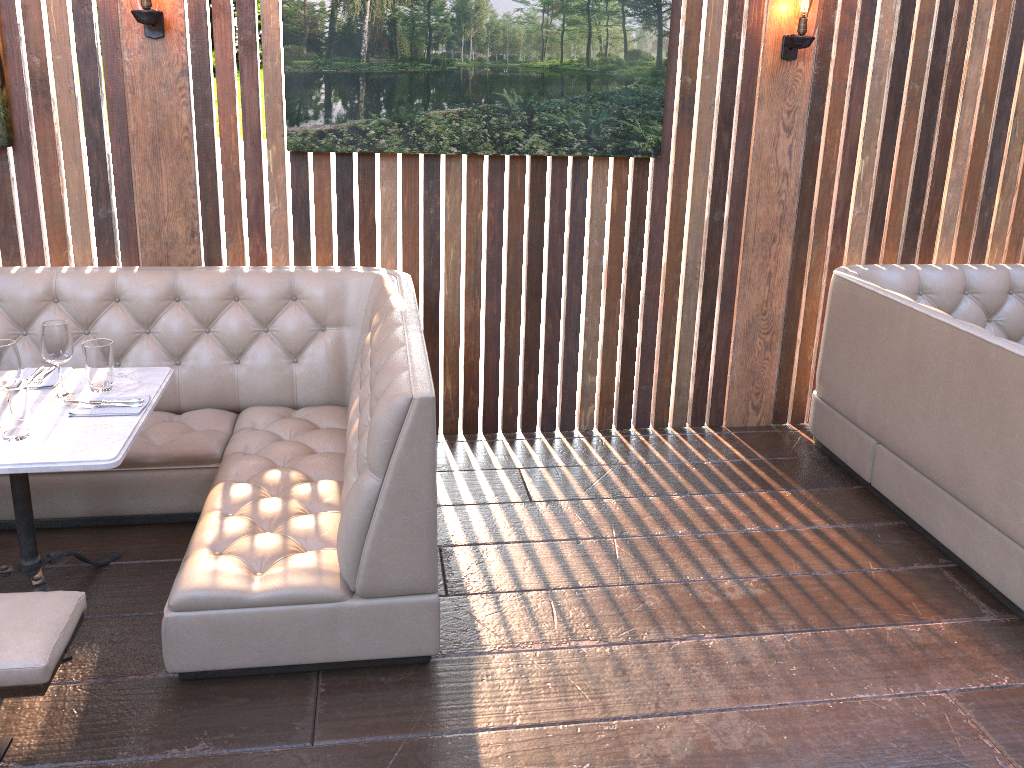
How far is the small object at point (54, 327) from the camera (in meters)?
2.68

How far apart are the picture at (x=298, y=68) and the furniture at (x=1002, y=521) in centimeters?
100cm

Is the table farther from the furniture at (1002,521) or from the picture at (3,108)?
the furniture at (1002,521)

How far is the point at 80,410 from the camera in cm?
267

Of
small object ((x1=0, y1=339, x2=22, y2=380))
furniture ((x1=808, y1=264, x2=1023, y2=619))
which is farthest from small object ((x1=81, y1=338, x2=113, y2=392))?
furniture ((x1=808, y1=264, x2=1023, y2=619))

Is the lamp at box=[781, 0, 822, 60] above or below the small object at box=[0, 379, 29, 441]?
above

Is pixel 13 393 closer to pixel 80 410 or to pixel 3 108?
pixel 80 410

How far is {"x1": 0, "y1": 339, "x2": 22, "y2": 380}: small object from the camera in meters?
2.5 m

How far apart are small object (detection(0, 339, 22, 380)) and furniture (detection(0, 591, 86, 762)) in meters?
0.6

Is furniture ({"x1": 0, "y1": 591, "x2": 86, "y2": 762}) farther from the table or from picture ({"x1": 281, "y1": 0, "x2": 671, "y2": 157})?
picture ({"x1": 281, "y1": 0, "x2": 671, "y2": 157})
